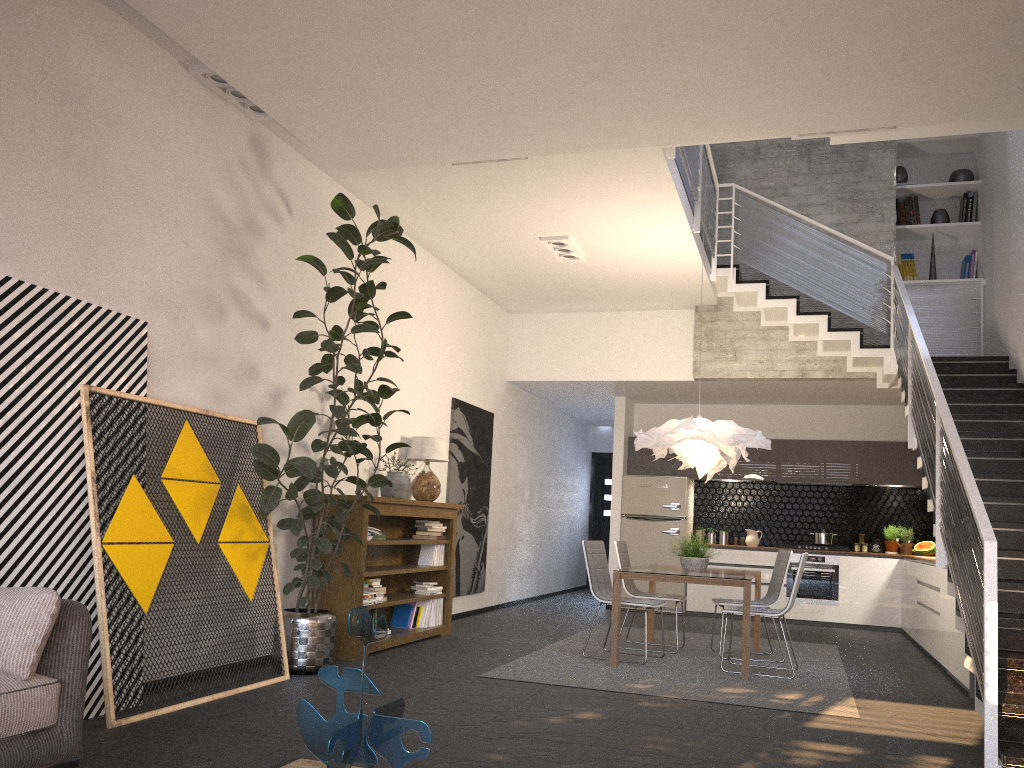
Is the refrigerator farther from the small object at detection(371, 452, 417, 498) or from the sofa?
the sofa

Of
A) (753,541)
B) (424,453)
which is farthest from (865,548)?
(424,453)

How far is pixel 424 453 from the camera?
7.8m

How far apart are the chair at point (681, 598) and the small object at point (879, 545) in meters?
4.3

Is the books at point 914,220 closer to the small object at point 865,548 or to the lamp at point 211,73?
the small object at point 865,548

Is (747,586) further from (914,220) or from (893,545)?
(914,220)

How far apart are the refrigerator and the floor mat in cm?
212

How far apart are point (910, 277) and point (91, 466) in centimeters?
845cm

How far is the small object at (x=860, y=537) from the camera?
10.8m

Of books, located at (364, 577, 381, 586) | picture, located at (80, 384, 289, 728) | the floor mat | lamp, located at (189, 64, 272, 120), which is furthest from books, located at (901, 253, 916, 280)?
picture, located at (80, 384, 289, 728)
